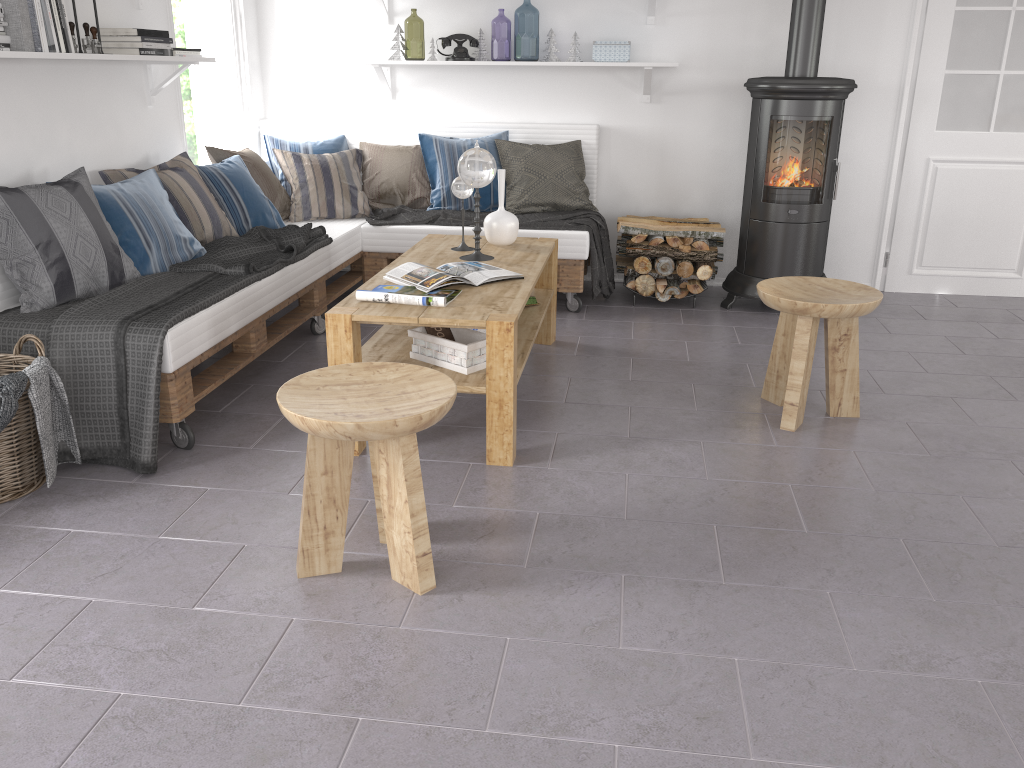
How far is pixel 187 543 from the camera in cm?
239

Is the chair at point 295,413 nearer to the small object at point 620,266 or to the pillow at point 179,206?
the pillow at point 179,206

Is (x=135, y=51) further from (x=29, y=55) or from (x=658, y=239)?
Result: (x=658, y=239)

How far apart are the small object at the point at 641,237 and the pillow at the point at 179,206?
2.03m

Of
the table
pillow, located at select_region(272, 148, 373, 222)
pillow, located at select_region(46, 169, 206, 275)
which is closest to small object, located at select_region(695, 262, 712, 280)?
the table

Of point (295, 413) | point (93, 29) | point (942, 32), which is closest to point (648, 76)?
point (942, 32)

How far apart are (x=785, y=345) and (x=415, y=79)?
2.93m

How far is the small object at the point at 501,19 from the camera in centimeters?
1267cm

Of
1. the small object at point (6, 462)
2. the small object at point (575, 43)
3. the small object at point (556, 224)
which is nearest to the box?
the small object at point (575, 43)

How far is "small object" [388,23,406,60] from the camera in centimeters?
495cm
